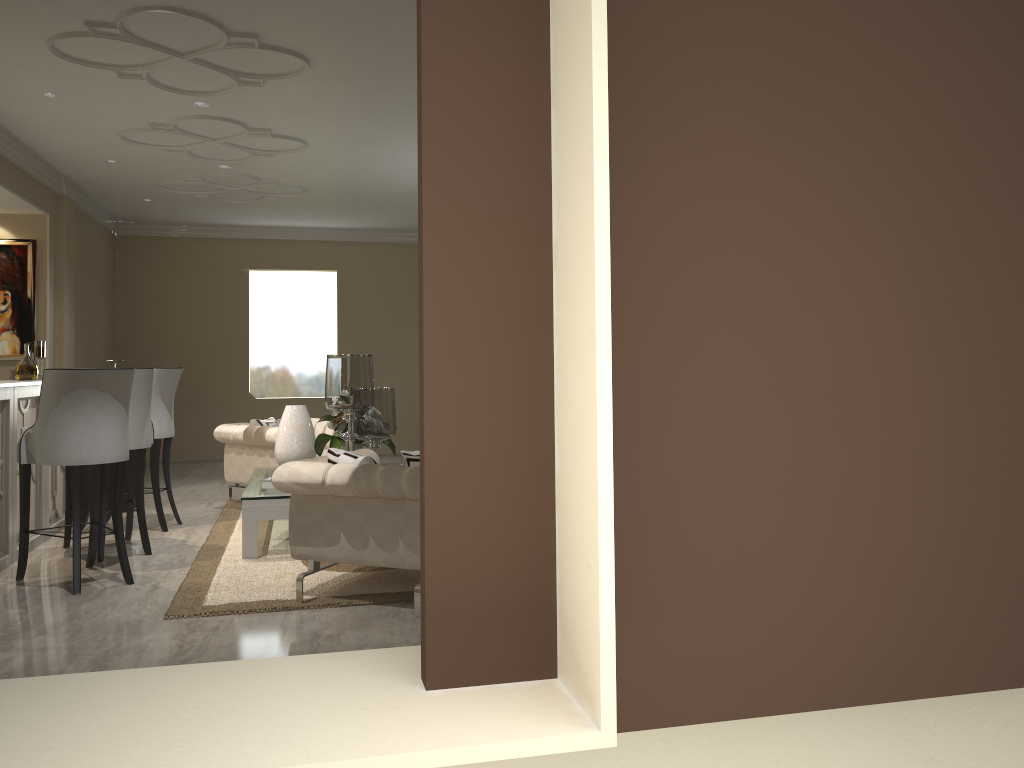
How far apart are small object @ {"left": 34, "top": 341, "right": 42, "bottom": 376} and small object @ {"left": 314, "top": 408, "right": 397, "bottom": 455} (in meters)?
1.71

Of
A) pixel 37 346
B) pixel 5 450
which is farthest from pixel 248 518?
pixel 37 346

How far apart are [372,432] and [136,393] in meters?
1.2

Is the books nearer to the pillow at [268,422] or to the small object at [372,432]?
the small object at [372,432]

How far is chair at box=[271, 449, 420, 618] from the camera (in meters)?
Answer: 3.40

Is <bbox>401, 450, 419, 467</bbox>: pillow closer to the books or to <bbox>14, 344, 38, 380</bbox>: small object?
the books

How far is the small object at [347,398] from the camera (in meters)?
4.43

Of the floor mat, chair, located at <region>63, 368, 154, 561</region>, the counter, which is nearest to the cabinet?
the counter

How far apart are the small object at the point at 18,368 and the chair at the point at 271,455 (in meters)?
1.26

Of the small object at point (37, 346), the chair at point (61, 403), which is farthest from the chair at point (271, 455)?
the chair at point (61, 403)
